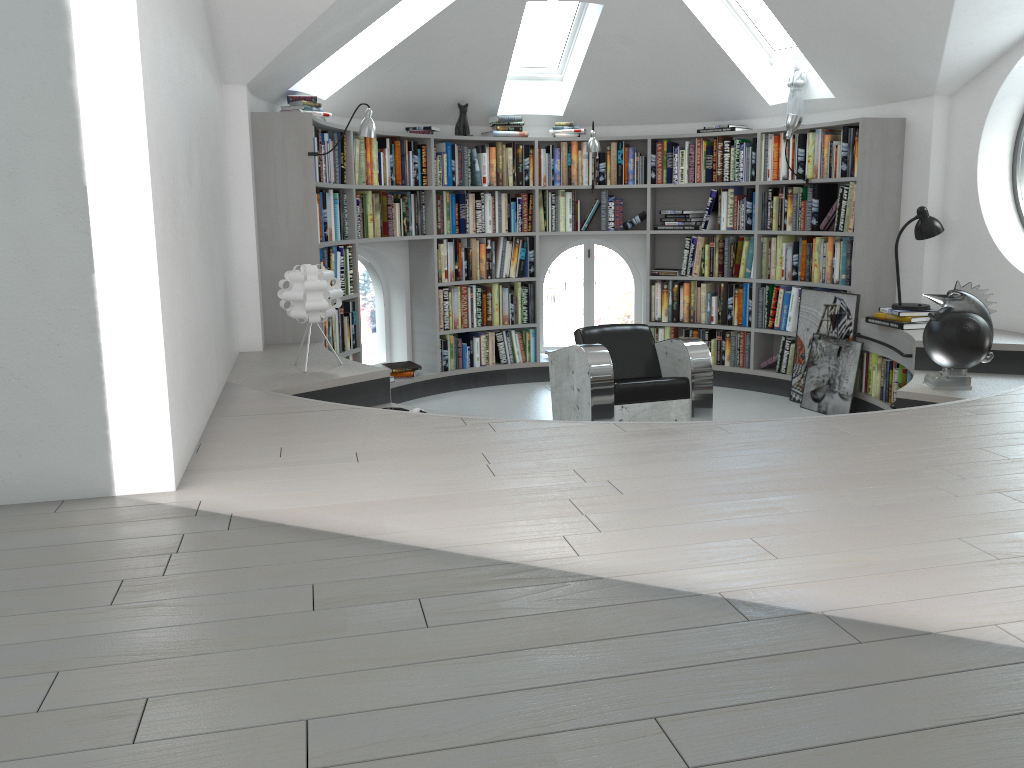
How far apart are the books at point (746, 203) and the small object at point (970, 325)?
2.6m

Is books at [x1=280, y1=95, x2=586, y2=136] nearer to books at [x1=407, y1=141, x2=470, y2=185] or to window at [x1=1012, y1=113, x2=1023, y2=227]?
books at [x1=407, y1=141, x2=470, y2=185]

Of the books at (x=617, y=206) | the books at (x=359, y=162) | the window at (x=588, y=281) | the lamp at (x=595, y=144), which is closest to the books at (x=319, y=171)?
the books at (x=359, y=162)

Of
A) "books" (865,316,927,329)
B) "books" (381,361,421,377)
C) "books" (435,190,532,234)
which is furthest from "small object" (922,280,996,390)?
"books" (381,361,421,377)

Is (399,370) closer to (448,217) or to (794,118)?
(448,217)

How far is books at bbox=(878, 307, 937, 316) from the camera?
5.6 meters

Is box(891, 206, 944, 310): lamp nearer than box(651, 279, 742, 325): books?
Yes

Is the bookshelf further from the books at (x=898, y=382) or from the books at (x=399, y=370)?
the books at (x=898, y=382)

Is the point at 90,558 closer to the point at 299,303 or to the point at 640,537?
the point at 640,537

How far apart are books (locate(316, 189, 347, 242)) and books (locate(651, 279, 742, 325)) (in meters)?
2.70
